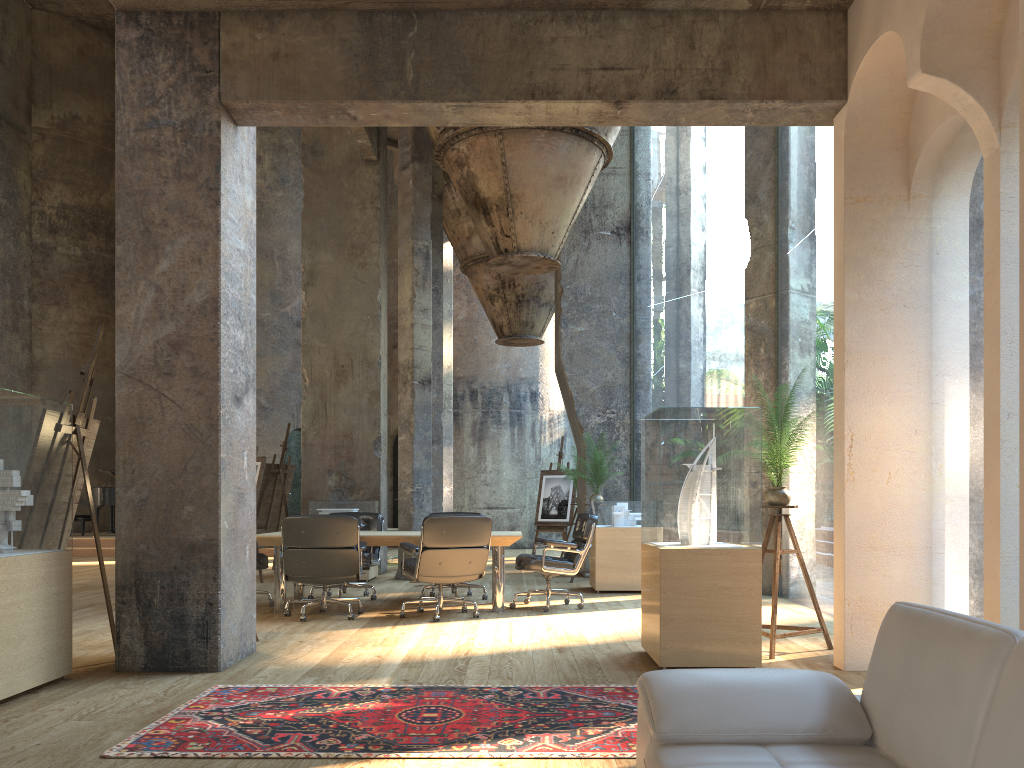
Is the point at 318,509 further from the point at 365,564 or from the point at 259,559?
the point at 259,559

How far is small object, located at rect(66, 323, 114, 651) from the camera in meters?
5.5

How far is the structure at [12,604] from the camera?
4.3 meters

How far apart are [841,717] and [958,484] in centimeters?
2961cm

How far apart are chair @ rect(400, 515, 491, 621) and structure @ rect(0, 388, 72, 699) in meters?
2.8 m

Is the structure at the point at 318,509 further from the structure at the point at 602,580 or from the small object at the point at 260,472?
the structure at the point at 602,580

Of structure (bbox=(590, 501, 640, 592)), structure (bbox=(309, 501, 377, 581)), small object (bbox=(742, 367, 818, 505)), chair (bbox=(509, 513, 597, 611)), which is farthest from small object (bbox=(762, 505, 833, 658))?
structure (bbox=(309, 501, 377, 581))

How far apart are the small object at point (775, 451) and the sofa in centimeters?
320cm

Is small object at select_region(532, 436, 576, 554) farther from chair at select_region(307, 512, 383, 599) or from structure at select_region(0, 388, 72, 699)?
structure at select_region(0, 388, 72, 699)

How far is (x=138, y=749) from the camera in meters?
3.4 m
